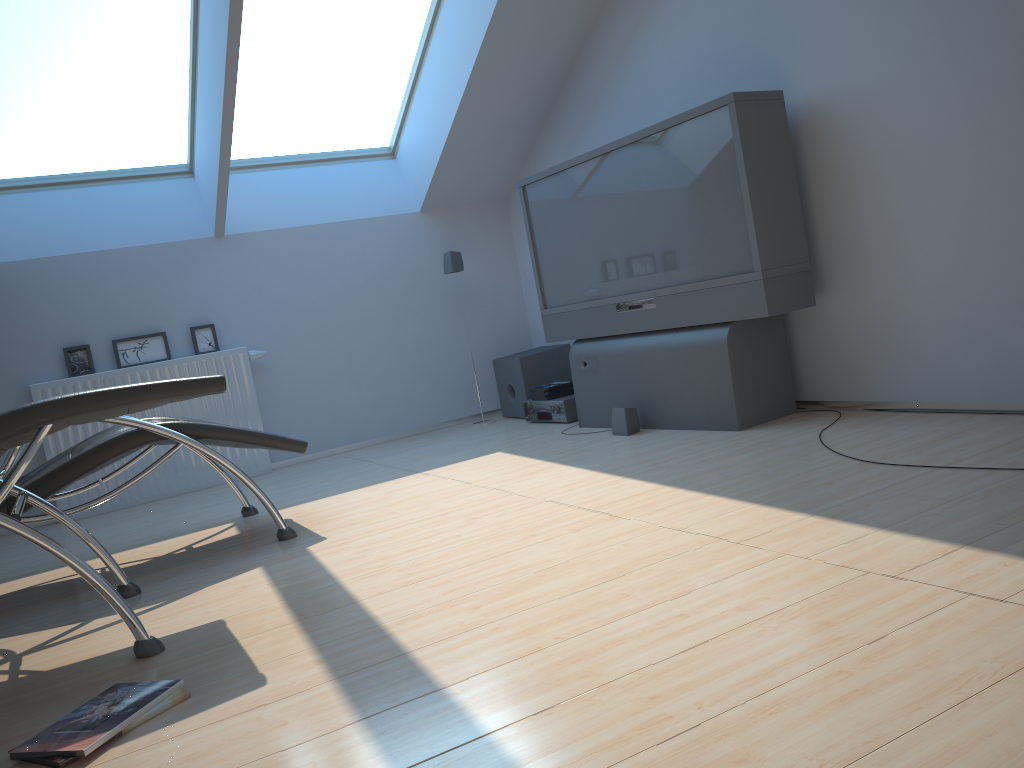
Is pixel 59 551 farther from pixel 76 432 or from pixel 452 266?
pixel 452 266

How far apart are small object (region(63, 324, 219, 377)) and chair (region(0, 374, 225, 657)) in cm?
242

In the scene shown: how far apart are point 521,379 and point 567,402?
0.60m

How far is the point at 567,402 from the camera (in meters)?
5.25

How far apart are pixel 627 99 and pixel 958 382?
2.4 meters

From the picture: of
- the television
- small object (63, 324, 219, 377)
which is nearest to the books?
the television

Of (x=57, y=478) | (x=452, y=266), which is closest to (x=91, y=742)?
(x=57, y=478)

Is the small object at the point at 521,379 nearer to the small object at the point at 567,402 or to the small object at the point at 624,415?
the small object at the point at 567,402

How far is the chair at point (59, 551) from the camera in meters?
2.3

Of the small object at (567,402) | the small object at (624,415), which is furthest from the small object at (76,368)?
the small object at (624,415)
